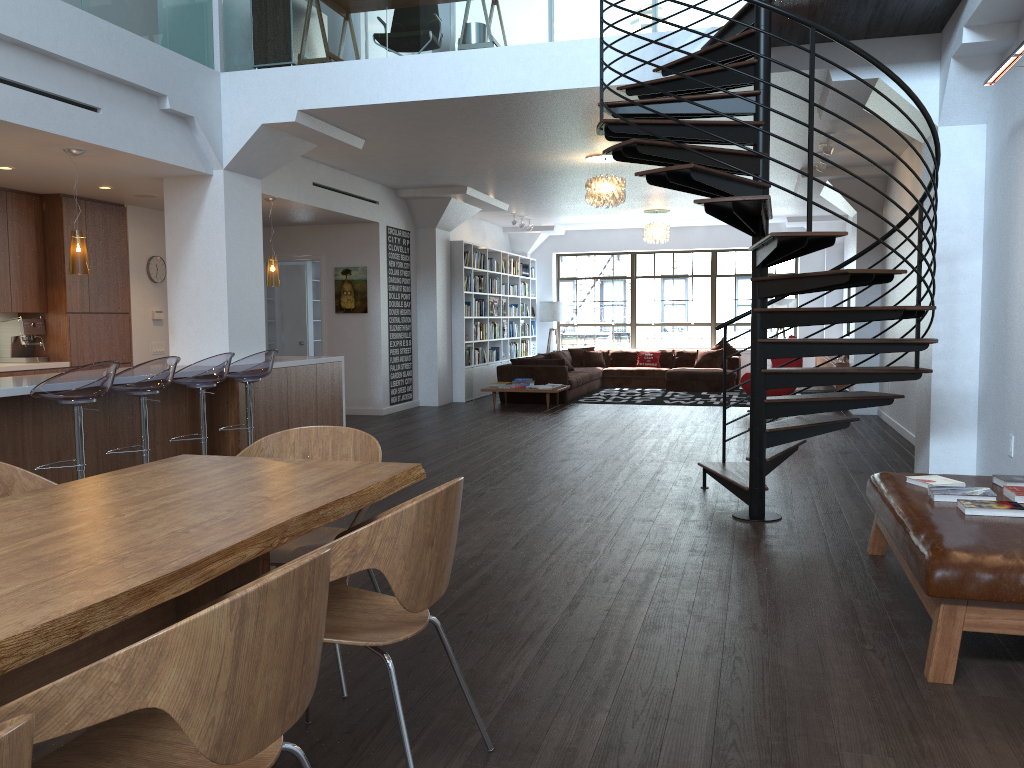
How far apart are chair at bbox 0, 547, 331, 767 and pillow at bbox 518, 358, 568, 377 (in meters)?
11.32

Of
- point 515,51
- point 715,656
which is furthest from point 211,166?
point 715,656

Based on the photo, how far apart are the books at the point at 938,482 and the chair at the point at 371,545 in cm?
259

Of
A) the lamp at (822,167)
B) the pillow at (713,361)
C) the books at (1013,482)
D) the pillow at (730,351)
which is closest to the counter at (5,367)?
the books at (1013,482)

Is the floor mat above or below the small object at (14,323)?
below

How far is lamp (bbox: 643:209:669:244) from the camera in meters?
14.3 m

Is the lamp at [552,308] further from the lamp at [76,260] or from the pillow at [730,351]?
the lamp at [76,260]

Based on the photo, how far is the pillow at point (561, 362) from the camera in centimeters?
1316cm

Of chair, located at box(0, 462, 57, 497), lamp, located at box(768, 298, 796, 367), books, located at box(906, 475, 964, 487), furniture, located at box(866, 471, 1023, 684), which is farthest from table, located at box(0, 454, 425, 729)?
lamp, located at box(768, 298, 796, 367)

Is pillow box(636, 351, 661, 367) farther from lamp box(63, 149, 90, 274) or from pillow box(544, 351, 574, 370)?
lamp box(63, 149, 90, 274)
